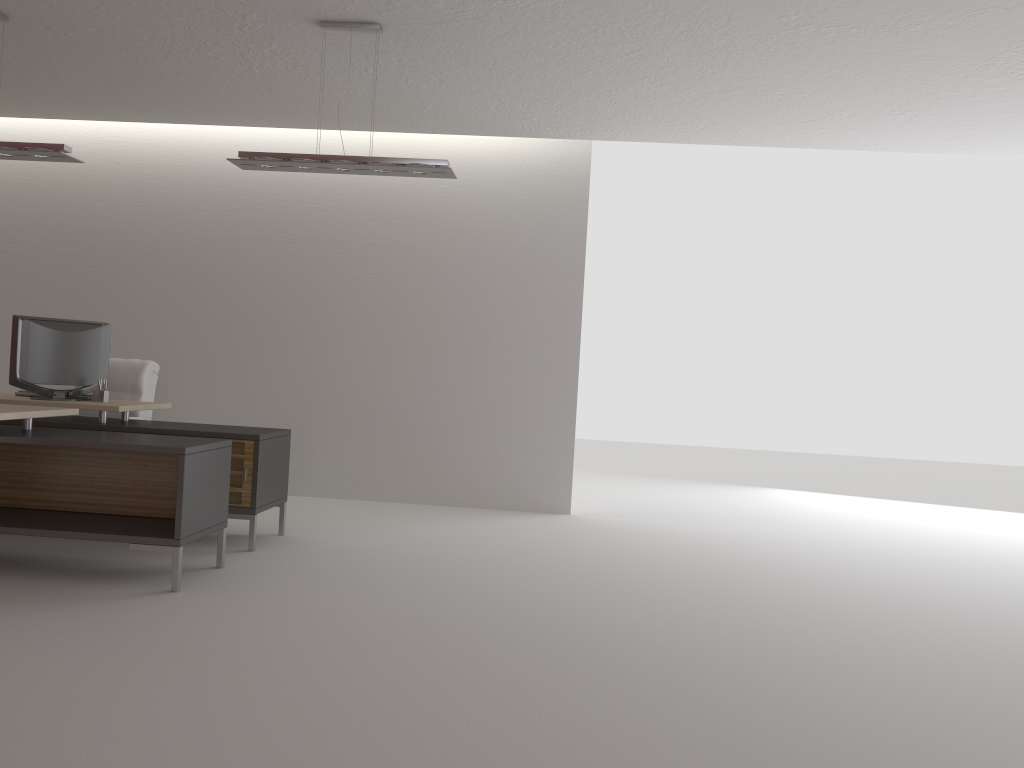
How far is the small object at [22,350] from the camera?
8.30m

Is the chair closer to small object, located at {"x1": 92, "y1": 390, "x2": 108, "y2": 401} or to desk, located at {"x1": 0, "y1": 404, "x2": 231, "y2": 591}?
small object, located at {"x1": 92, "y1": 390, "x2": 108, "y2": 401}

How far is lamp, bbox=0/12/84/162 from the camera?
7.5m

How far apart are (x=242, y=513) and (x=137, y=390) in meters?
2.5 m

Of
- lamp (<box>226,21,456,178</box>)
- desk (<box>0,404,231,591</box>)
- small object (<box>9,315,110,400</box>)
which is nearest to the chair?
small object (<box>9,315,110,400</box>)

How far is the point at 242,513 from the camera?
7.88m

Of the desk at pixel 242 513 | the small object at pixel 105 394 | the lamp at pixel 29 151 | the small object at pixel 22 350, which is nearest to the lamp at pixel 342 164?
the lamp at pixel 29 151

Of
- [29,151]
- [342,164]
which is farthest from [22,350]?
[342,164]

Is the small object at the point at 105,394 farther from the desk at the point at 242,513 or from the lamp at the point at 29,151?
the lamp at the point at 29,151

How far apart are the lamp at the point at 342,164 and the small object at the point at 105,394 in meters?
2.7
